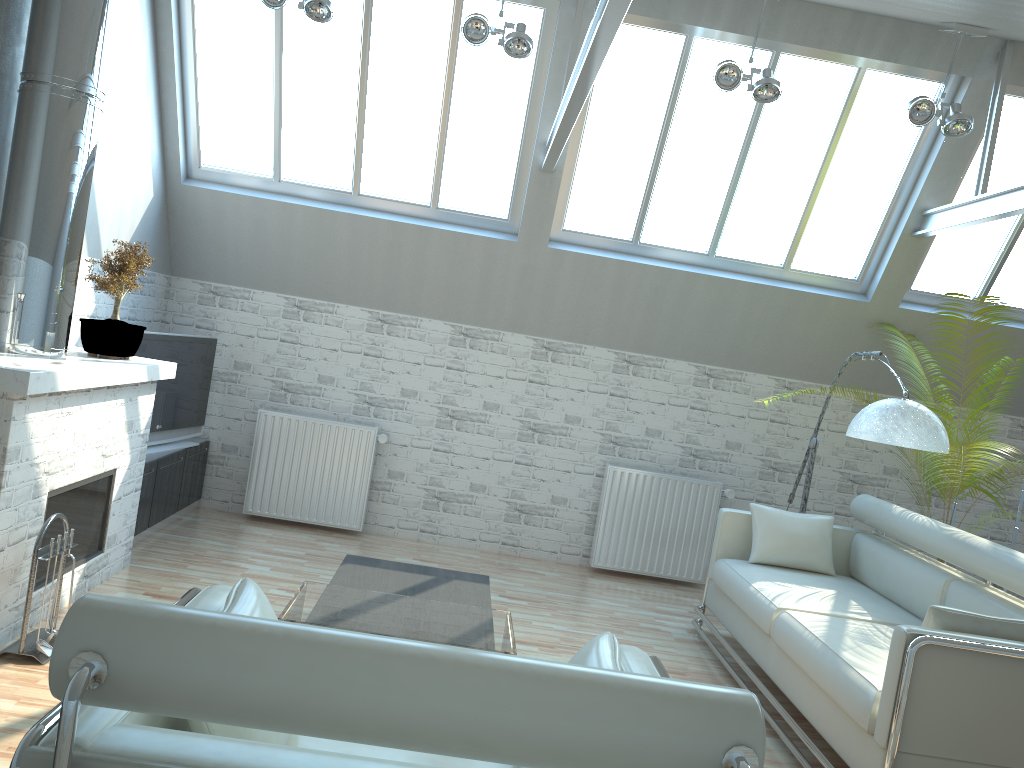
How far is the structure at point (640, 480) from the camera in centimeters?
1304cm

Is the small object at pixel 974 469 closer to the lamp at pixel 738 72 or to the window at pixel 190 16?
the lamp at pixel 738 72

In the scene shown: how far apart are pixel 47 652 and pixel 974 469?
8.53m

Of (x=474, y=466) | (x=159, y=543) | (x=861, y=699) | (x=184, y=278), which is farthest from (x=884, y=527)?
(x=184, y=278)

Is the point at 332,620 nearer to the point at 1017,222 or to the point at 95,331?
the point at 95,331

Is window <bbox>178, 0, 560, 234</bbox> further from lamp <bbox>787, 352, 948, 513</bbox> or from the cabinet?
lamp <bbox>787, 352, 948, 513</bbox>

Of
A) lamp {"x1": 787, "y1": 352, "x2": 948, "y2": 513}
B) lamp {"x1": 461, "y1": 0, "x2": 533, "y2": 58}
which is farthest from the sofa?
lamp {"x1": 461, "y1": 0, "x2": 533, "y2": 58}

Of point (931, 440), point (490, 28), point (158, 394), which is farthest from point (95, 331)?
point (931, 440)

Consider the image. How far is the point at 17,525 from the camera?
7.1m

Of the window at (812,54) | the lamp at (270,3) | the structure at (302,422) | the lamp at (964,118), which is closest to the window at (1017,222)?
the window at (812,54)
